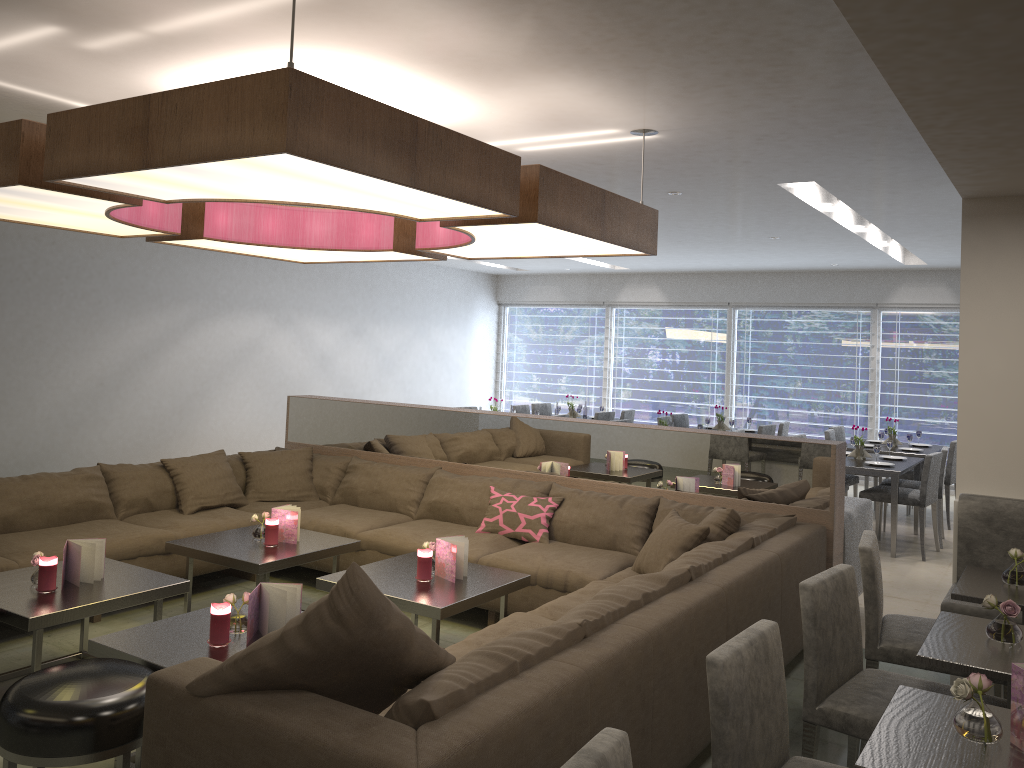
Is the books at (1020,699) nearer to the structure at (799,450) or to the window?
the structure at (799,450)

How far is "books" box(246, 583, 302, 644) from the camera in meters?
3.0

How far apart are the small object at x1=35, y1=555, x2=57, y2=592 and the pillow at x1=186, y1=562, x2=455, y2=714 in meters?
1.8

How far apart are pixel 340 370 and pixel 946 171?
7.93m

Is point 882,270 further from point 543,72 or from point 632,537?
point 543,72

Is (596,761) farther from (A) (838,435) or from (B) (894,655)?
(A) (838,435)

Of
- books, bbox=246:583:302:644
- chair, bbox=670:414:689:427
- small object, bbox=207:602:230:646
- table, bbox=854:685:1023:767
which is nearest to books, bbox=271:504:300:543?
books, bbox=246:583:302:644

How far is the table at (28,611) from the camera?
3.2 meters

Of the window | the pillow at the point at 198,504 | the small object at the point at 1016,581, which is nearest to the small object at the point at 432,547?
the pillow at the point at 198,504

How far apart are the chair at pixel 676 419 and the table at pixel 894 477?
2.86m
